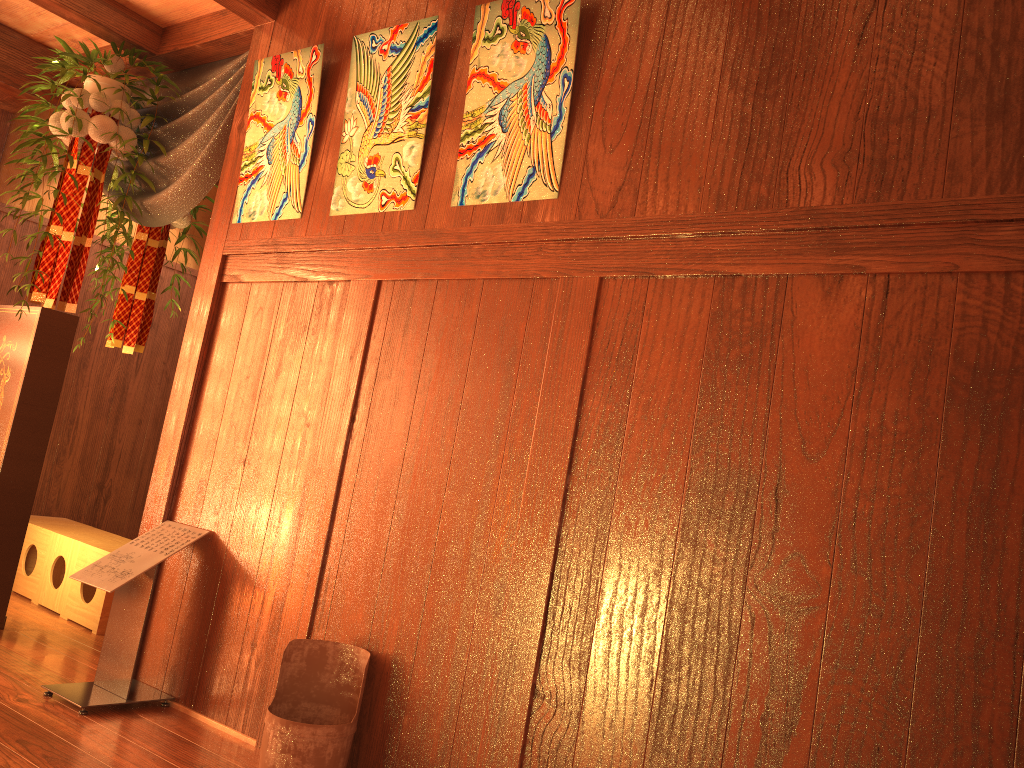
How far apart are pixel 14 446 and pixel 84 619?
0.85m

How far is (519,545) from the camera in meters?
2.2

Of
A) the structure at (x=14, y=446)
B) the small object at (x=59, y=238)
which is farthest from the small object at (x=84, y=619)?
the small object at (x=59, y=238)

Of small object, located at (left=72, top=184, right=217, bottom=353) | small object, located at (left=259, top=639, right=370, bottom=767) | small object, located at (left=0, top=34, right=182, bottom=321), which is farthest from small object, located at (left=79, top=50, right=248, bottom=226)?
small object, located at (left=259, top=639, right=370, bottom=767)

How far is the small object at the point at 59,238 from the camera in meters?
3.6

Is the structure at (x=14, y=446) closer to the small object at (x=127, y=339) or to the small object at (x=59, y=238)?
the small object at (x=59, y=238)

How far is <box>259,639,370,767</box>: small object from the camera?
2.23m

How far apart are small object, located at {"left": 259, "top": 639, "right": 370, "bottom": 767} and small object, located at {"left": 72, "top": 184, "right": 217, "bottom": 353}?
2.6m

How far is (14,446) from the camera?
3.4 meters

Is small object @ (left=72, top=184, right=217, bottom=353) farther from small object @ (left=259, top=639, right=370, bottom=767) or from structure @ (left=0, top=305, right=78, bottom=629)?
small object @ (left=259, top=639, right=370, bottom=767)
